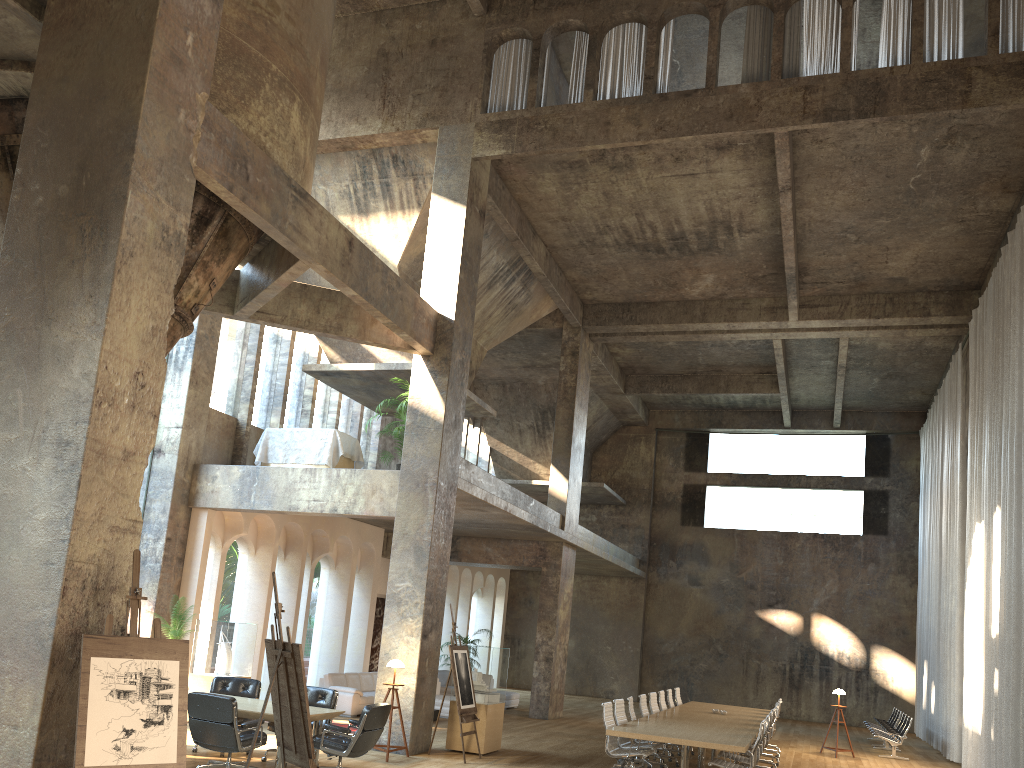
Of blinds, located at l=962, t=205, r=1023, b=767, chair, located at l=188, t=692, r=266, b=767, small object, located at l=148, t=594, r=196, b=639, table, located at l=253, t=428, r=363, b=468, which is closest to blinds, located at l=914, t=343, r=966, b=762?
blinds, located at l=962, t=205, r=1023, b=767

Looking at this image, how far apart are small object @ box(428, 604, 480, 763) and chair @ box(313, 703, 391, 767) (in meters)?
2.34

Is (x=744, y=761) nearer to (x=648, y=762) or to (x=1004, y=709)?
(x=648, y=762)

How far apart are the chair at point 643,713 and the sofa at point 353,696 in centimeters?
493cm

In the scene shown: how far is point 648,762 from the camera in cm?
1192

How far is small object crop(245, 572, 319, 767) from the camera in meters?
7.0

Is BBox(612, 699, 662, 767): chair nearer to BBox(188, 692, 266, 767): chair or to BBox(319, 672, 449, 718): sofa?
BBox(188, 692, 266, 767): chair

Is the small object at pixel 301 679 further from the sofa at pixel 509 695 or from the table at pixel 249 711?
the sofa at pixel 509 695

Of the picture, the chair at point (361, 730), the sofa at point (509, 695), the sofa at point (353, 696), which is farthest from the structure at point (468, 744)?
the picture

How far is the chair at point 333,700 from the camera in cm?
1053
